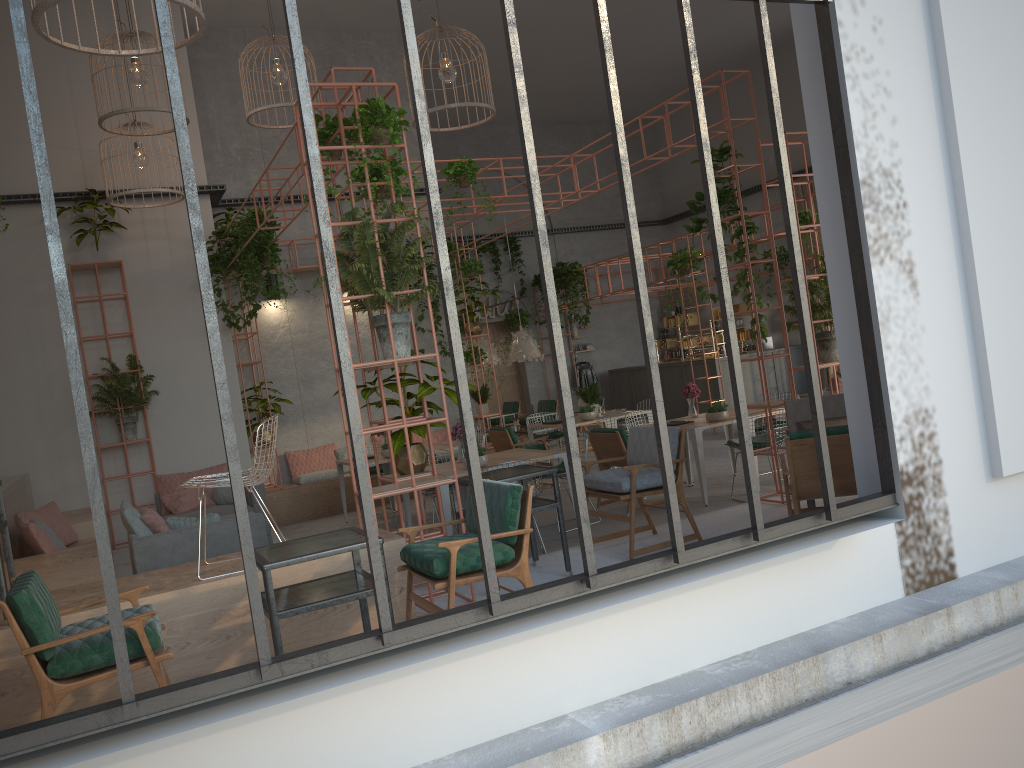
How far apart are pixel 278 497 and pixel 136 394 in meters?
2.4 m

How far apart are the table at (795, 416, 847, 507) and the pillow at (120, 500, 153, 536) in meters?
5.2 m

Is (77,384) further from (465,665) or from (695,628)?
(695,628)

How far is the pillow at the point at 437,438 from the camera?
14.1m

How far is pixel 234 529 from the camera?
7.2 meters

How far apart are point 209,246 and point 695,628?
9.4m

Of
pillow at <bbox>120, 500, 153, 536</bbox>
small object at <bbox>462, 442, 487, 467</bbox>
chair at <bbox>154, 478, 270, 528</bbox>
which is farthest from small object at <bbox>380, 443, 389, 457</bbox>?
pillow at <bbox>120, 500, 153, 536</bbox>

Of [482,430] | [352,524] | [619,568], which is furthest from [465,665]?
[482,430]

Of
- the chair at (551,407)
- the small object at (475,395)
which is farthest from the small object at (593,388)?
the chair at (551,407)

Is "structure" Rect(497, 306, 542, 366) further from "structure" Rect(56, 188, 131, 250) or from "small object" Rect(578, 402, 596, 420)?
"structure" Rect(56, 188, 131, 250)
